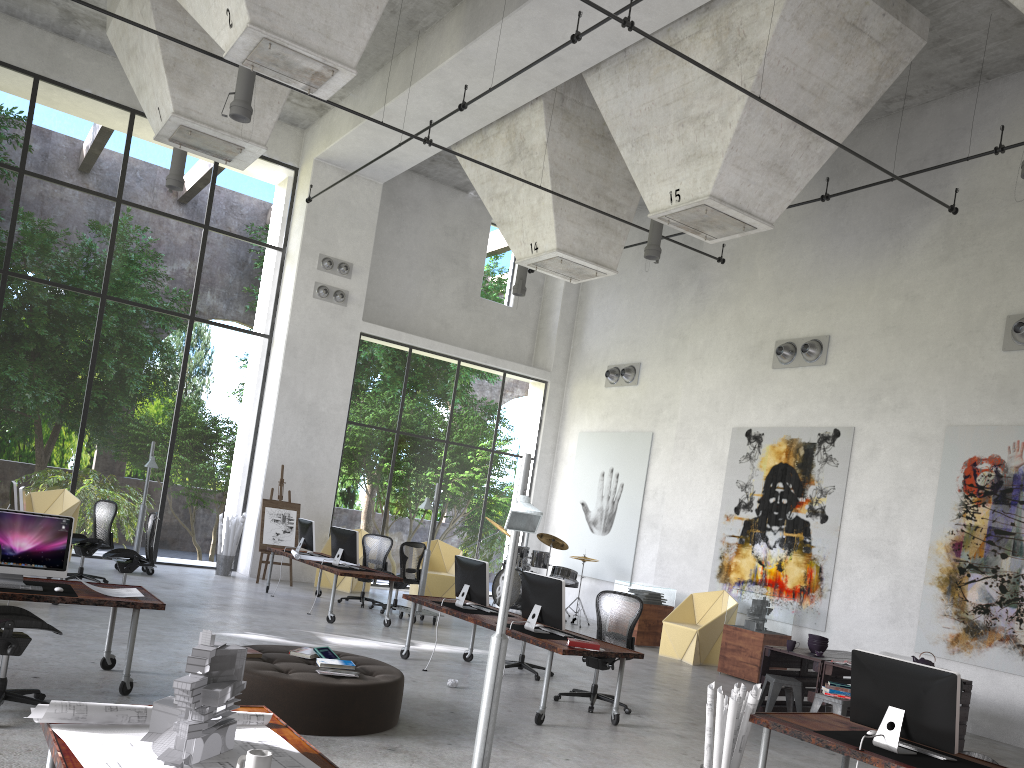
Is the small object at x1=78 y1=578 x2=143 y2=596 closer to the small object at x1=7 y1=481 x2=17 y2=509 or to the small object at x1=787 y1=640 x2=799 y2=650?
the small object at x1=7 y1=481 x2=17 y2=509

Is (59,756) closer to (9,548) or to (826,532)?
(9,548)

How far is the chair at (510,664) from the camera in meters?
9.8 m

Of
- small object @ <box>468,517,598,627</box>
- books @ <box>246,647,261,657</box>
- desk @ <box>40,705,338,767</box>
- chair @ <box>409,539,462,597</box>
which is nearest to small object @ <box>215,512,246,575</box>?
chair @ <box>409,539,462,597</box>

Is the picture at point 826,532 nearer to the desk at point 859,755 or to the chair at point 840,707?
the chair at point 840,707

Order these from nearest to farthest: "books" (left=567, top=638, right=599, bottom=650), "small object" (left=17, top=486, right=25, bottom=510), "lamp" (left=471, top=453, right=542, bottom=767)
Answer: "lamp" (left=471, top=453, right=542, bottom=767)
"books" (left=567, top=638, right=599, bottom=650)
"small object" (left=17, top=486, right=25, bottom=510)

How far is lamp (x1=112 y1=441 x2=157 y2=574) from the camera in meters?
13.9 m

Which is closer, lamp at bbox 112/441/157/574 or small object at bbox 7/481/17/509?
small object at bbox 7/481/17/509

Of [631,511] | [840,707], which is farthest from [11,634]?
[631,511]

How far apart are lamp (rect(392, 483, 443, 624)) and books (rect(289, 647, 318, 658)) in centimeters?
590cm
